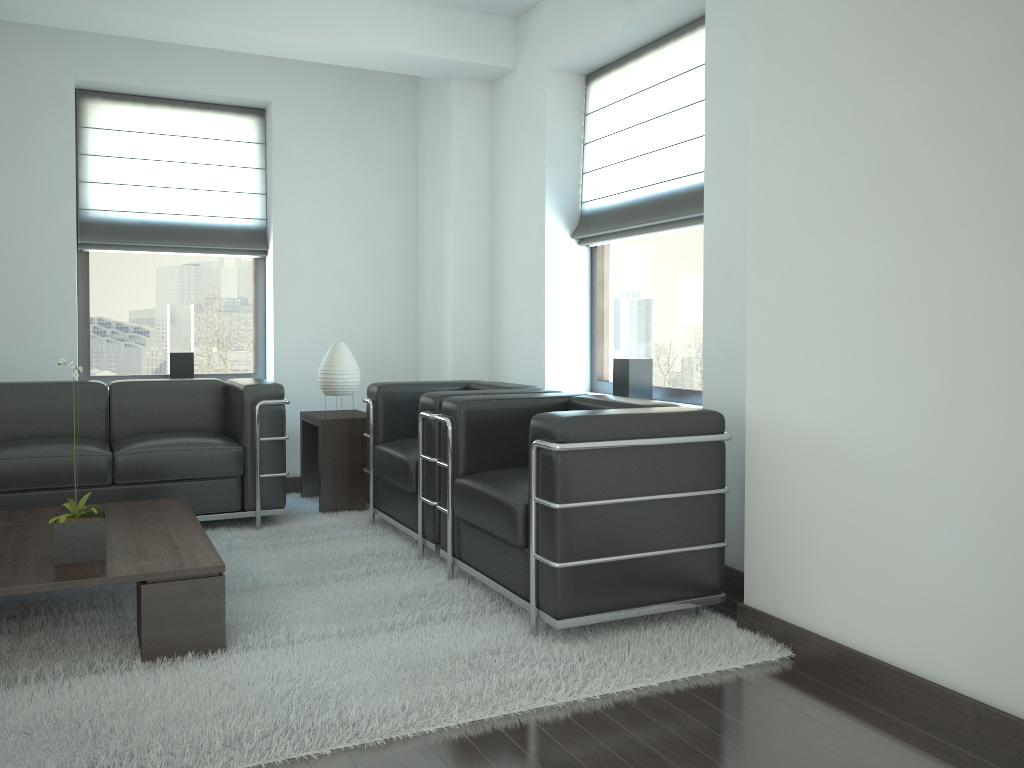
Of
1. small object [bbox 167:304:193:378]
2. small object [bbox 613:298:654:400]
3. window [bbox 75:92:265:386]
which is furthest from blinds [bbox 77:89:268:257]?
small object [bbox 613:298:654:400]

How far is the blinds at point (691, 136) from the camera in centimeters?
621cm

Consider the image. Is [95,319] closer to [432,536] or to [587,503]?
[432,536]

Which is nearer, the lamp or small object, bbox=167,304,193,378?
the lamp

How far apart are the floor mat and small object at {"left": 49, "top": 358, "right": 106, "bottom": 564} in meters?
0.4

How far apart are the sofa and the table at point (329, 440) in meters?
0.5

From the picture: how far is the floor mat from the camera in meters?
3.4 m

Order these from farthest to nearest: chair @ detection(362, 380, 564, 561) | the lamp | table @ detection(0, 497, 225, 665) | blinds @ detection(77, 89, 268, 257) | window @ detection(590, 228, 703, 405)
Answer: blinds @ detection(77, 89, 268, 257) < the lamp < window @ detection(590, 228, 703, 405) < chair @ detection(362, 380, 564, 561) < table @ detection(0, 497, 225, 665)

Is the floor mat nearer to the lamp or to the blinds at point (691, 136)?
the lamp

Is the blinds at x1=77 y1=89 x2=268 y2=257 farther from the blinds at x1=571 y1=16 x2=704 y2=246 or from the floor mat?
the blinds at x1=571 y1=16 x2=704 y2=246
